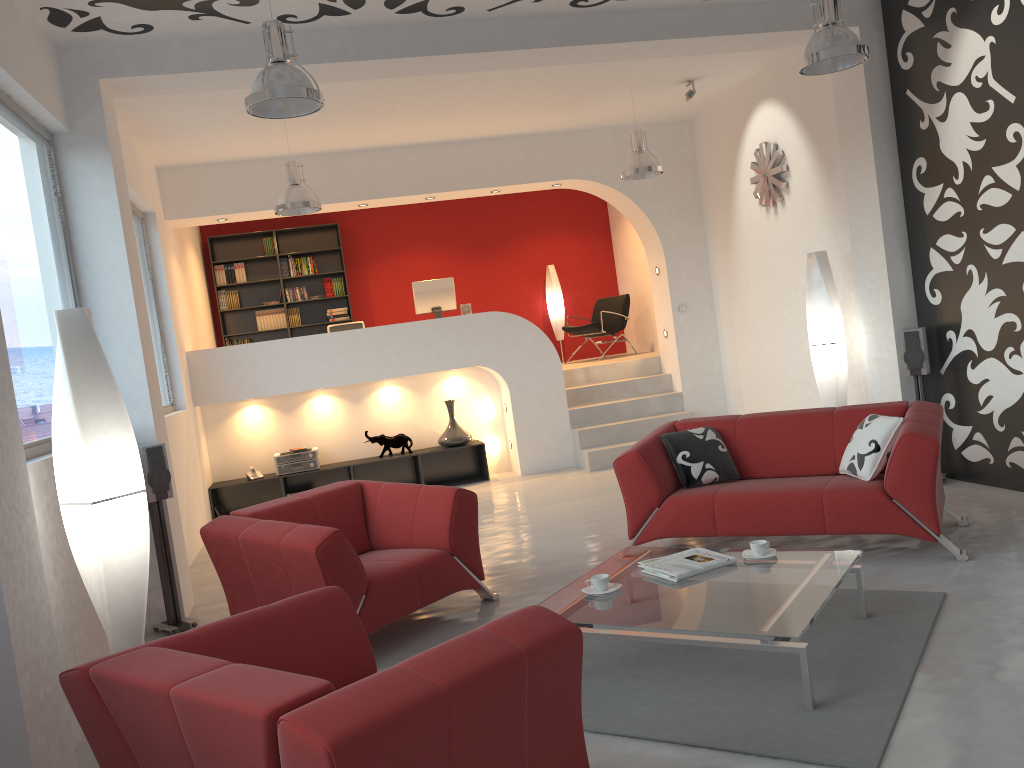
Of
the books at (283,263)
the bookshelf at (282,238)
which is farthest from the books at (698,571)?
the books at (283,263)

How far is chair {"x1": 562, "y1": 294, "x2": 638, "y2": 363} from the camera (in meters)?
11.15

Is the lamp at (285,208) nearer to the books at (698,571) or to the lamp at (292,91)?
the lamp at (292,91)

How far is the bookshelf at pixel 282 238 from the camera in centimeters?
1158cm

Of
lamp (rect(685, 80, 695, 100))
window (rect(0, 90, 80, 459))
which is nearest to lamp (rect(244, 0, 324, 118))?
window (rect(0, 90, 80, 459))

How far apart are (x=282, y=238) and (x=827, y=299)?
7.30m

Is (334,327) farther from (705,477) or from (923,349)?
(923,349)

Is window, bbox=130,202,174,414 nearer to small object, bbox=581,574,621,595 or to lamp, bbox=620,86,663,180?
lamp, bbox=620,86,663,180

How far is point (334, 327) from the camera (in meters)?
9.32

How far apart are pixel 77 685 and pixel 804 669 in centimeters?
231cm
